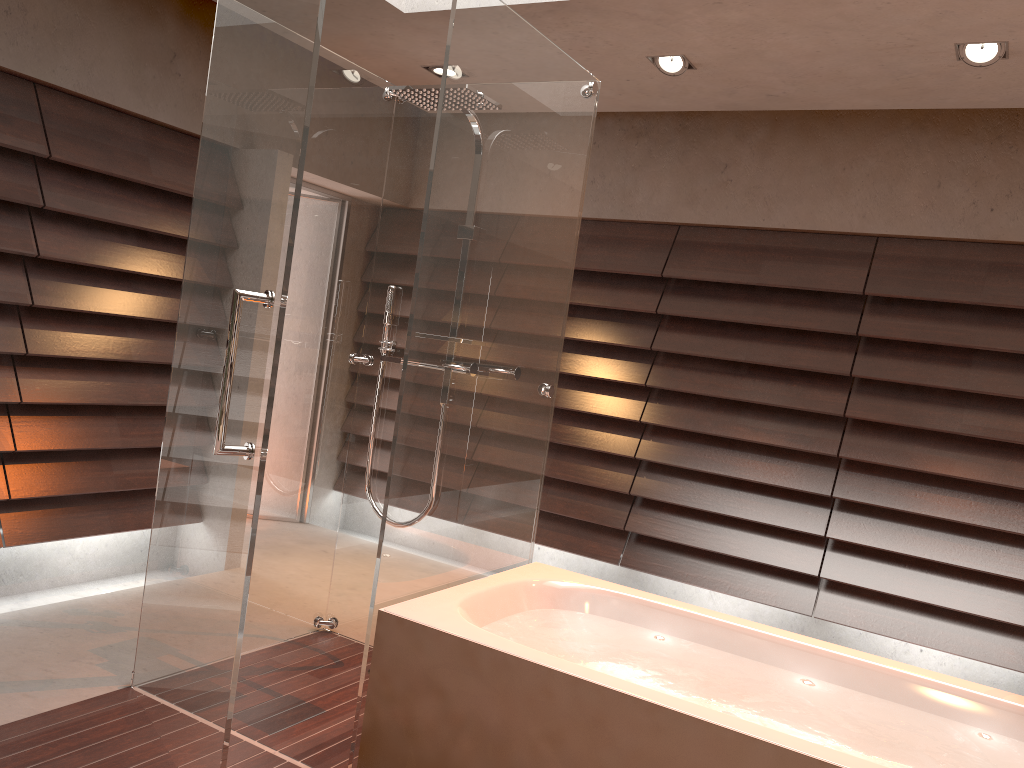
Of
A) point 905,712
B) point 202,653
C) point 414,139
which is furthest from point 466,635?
point 414,139

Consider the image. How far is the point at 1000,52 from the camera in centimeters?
309cm

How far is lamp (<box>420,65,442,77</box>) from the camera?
4.21m

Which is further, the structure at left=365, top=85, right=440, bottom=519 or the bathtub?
the structure at left=365, top=85, right=440, bottom=519

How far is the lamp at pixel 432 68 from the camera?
4.21m

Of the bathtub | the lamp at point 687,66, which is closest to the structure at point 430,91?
the bathtub

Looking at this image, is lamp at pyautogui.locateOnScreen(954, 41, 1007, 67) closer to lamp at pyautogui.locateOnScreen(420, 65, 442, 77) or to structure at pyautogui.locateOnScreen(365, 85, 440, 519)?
structure at pyautogui.locateOnScreen(365, 85, 440, 519)

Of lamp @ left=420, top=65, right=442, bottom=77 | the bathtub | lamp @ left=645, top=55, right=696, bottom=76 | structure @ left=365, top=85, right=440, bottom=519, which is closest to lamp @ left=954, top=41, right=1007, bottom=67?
lamp @ left=645, top=55, right=696, bottom=76

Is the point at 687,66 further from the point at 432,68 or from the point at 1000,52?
the point at 432,68

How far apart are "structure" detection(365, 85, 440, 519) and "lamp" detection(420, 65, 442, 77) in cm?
110
